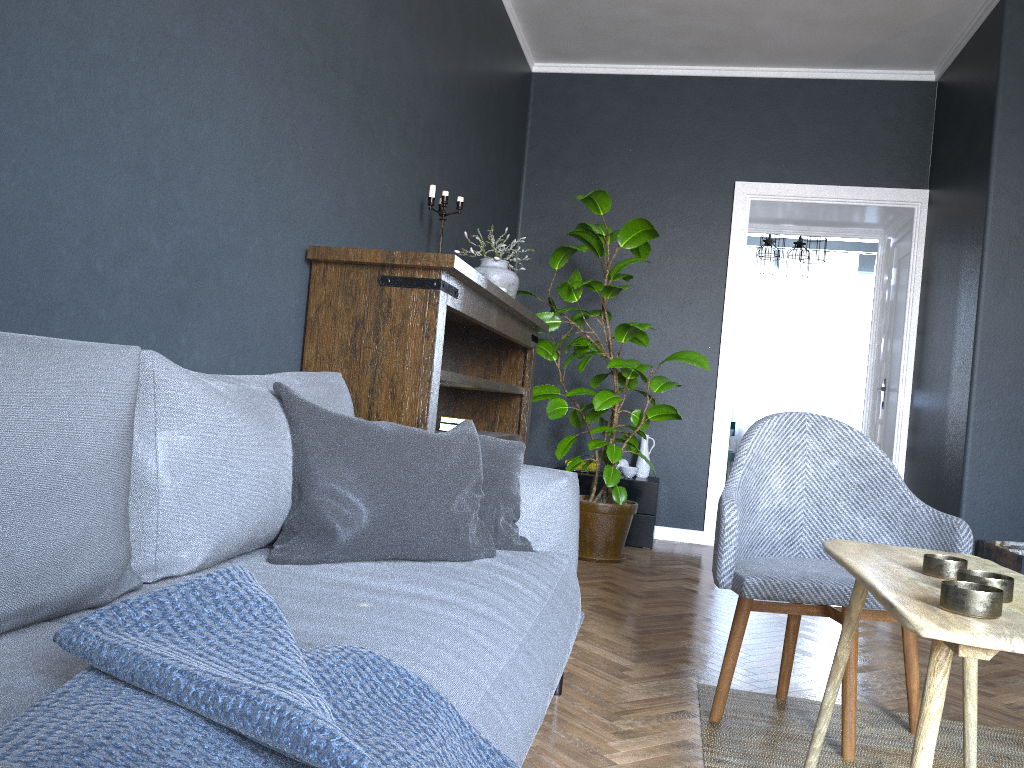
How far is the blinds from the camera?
9.7 meters

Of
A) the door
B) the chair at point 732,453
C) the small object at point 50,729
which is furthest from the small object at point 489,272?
the chair at point 732,453

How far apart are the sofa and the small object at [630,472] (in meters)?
2.98

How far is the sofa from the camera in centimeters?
105cm

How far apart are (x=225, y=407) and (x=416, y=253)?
1.14m

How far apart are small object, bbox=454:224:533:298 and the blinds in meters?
6.4 m

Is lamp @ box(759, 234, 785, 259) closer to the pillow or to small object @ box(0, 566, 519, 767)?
the pillow

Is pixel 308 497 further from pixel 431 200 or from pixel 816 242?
pixel 816 242

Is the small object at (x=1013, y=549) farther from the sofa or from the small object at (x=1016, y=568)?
the sofa

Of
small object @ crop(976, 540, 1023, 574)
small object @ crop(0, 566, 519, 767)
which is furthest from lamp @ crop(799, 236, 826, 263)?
small object @ crop(0, 566, 519, 767)
